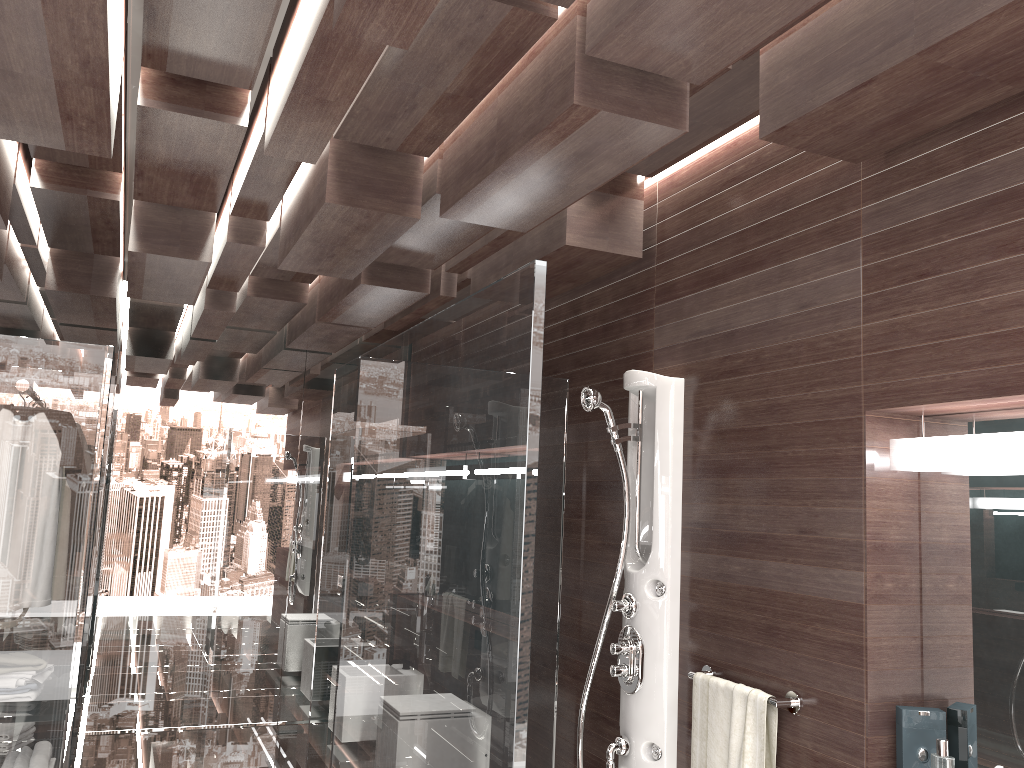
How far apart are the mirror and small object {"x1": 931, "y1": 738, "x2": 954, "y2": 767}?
0.16m

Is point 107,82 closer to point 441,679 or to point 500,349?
point 500,349

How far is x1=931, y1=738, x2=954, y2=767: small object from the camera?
2.0m

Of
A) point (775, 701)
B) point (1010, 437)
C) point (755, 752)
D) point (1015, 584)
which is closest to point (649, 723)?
point (755, 752)

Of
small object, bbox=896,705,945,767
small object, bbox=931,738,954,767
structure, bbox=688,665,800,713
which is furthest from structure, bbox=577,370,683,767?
small object, bbox=931,738,954,767

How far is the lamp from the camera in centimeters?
200cm

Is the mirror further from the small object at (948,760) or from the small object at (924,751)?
the small object at (948,760)

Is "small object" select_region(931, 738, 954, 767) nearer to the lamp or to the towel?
the towel

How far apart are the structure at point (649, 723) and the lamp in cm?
87

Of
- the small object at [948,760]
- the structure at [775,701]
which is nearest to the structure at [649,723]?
the structure at [775,701]
